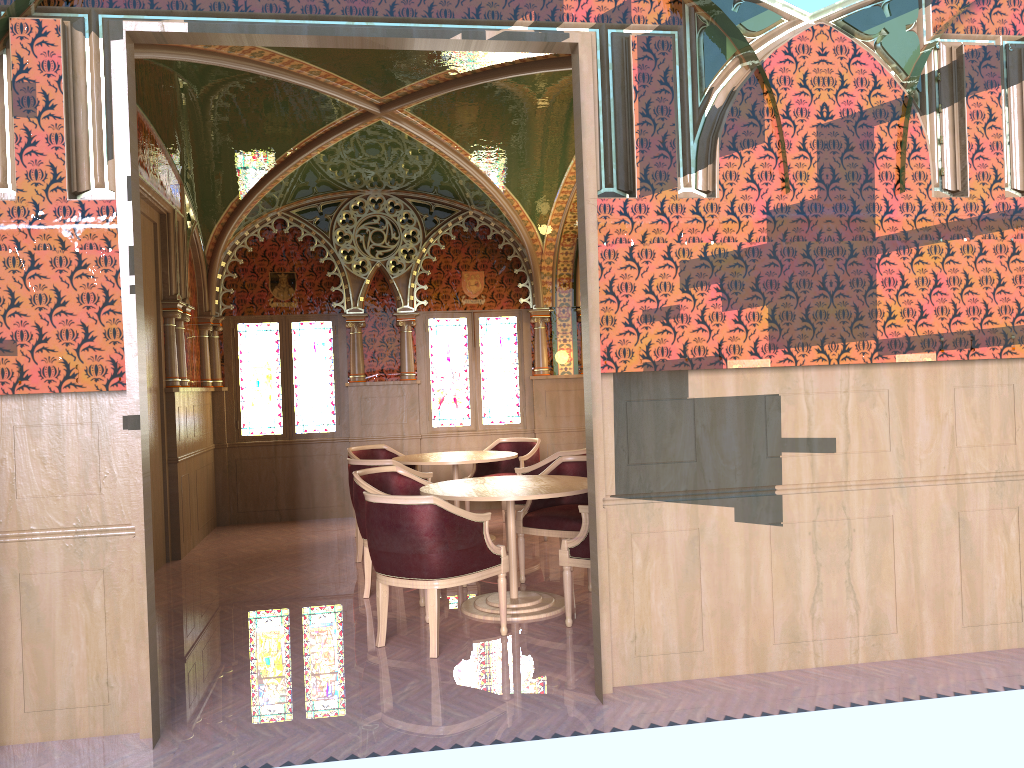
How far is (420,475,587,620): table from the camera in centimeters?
522cm

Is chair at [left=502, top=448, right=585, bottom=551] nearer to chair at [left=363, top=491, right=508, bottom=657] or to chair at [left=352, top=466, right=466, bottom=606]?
chair at [left=352, top=466, right=466, bottom=606]

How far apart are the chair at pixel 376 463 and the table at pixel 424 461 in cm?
34

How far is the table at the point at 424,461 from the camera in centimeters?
764cm

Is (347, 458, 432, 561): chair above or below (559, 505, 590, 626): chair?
above

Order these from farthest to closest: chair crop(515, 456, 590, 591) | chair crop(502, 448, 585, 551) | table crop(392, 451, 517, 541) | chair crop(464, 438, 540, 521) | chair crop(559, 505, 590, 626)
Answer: chair crop(464, 438, 540, 521) < table crop(392, 451, 517, 541) < chair crop(502, 448, 585, 551) < chair crop(515, 456, 590, 591) < chair crop(559, 505, 590, 626)

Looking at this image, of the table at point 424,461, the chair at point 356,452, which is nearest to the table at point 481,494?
the table at point 424,461

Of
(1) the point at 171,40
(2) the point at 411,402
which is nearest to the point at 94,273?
(1) the point at 171,40

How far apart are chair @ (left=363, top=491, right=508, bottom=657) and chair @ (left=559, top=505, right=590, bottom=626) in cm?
35

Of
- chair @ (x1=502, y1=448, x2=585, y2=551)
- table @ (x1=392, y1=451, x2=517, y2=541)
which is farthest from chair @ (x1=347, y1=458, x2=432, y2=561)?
chair @ (x1=502, y1=448, x2=585, y2=551)
